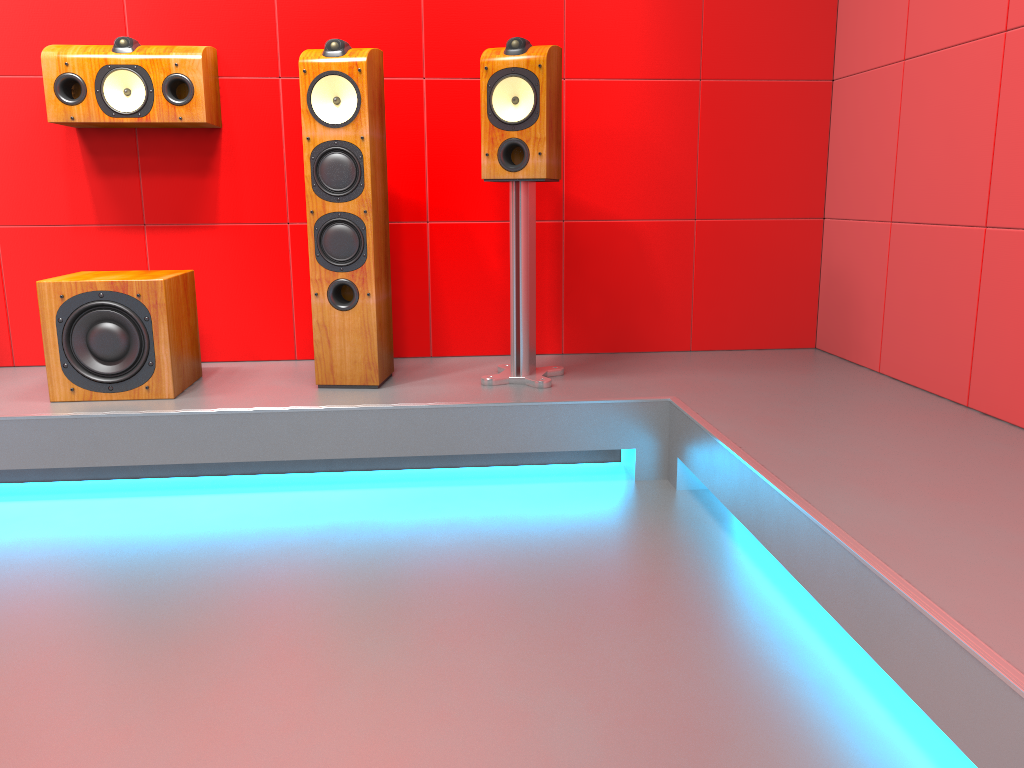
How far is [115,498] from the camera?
2.54m

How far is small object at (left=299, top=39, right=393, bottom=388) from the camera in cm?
261

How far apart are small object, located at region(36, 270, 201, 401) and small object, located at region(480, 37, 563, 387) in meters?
0.9

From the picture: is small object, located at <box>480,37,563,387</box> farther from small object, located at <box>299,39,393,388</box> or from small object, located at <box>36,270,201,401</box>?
small object, located at <box>36,270,201,401</box>

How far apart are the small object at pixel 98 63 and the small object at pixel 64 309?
0.5m

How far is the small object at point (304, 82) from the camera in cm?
261

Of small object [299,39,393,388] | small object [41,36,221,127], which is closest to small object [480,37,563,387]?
small object [299,39,393,388]

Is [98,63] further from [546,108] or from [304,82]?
[546,108]

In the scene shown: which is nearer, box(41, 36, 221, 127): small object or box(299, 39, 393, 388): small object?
box(299, 39, 393, 388): small object

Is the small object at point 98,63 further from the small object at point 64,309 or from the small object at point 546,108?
the small object at point 546,108
